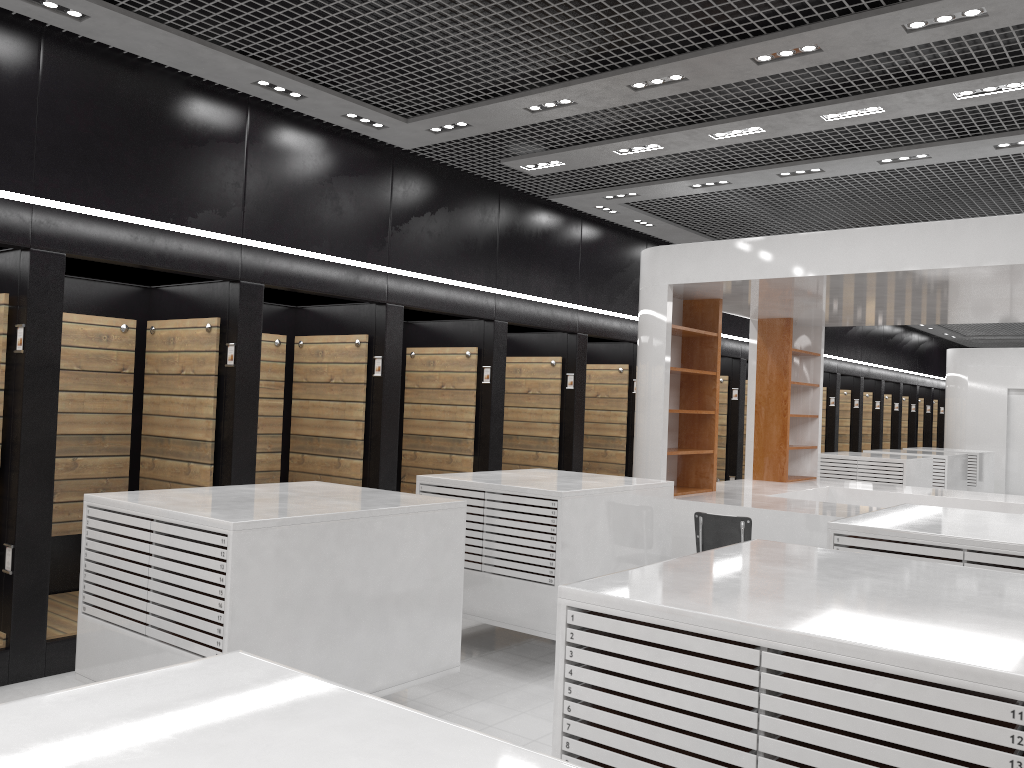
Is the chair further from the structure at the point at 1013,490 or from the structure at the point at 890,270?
the structure at the point at 1013,490

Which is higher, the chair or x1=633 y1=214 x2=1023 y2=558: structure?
x1=633 y1=214 x2=1023 y2=558: structure

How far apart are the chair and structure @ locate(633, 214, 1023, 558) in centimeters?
117cm

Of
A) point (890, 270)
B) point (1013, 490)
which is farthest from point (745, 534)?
point (1013, 490)

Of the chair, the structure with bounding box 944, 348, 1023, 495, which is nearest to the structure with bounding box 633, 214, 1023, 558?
the chair

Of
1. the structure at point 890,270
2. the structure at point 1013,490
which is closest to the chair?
the structure at point 890,270

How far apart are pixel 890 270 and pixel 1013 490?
13.6m

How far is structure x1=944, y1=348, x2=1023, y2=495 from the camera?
18.2m

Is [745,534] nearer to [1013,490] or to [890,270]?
[890,270]

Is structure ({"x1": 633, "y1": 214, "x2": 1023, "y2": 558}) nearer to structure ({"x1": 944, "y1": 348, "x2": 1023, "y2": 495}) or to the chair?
the chair
